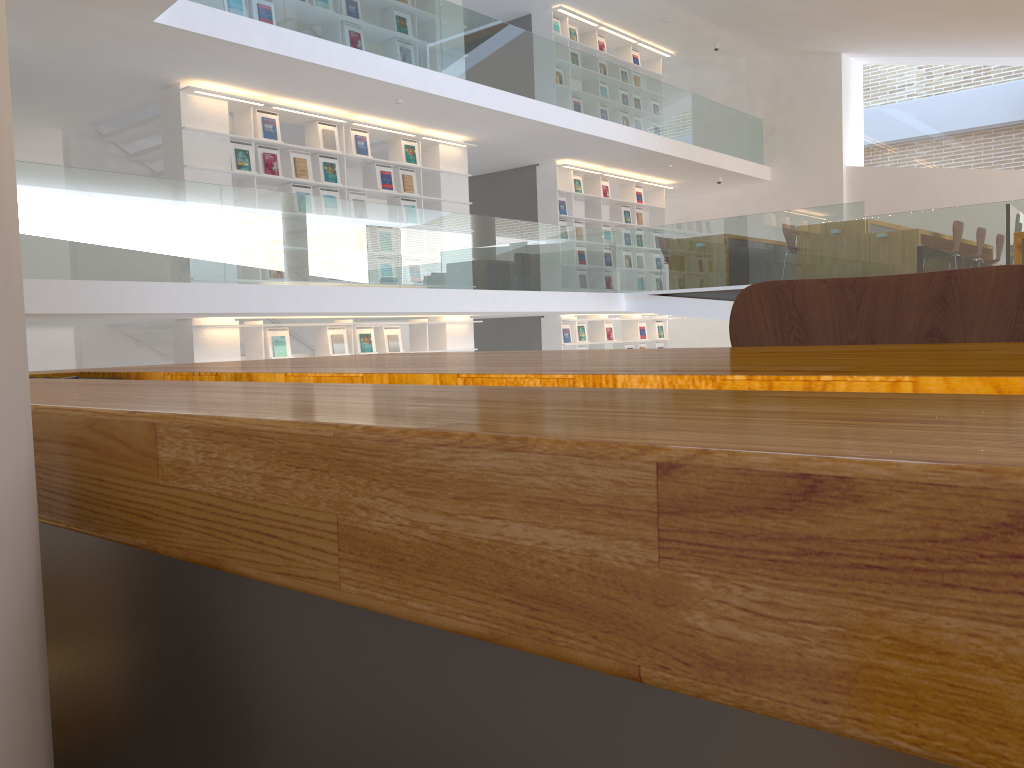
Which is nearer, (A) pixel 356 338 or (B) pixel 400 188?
(A) pixel 356 338

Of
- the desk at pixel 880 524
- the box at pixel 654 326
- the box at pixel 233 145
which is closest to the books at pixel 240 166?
the box at pixel 233 145

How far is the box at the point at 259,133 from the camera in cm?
834

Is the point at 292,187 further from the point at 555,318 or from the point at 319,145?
the point at 555,318

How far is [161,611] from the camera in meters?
0.3 m

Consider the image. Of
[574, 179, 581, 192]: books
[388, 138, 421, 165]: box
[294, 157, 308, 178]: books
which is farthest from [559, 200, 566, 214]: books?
[294, 157, 308, 178]: books

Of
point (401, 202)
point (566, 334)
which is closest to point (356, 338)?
point (401, 202)

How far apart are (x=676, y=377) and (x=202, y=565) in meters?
0.2

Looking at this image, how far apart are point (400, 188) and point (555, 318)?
3.18m

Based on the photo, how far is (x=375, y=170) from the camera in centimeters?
947cm
